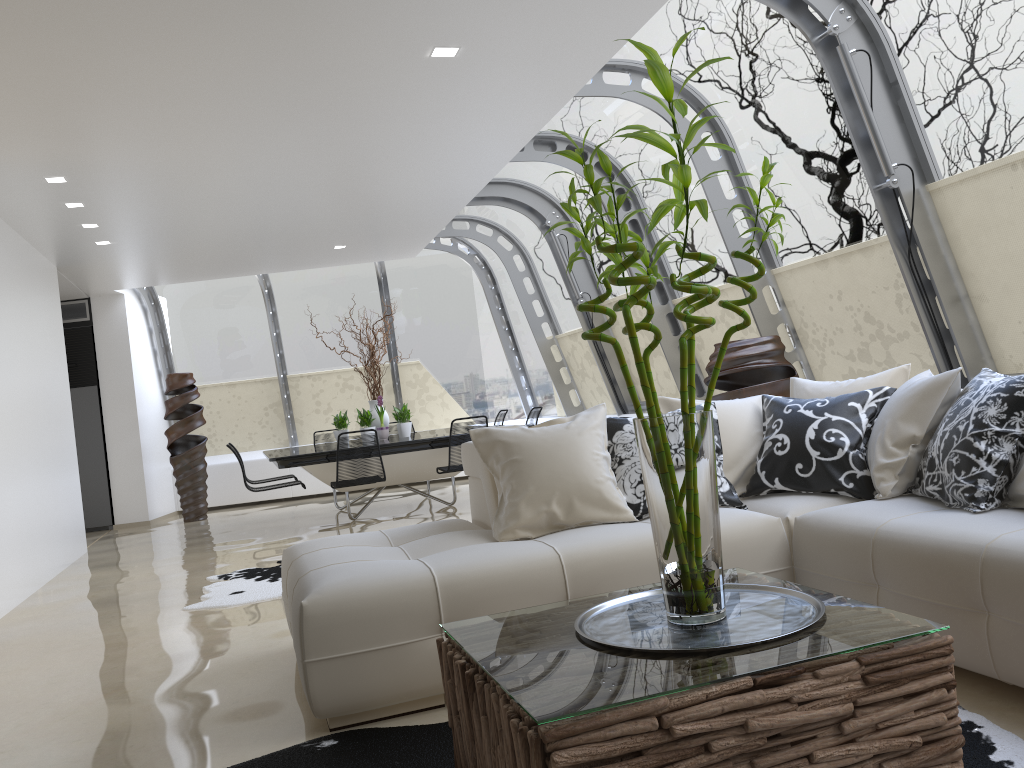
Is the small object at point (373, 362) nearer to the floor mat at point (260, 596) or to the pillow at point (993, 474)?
the floor mat at point (260, 596)

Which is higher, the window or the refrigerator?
the window

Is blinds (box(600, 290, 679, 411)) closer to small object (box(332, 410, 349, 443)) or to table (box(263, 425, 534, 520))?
table (box(263, 425, 534, 520))

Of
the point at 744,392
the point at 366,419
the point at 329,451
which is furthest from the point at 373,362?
the point at 744,392

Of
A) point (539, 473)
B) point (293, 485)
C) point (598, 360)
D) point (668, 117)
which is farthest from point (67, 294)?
point (539, 473)

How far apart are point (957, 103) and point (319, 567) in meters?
3.9

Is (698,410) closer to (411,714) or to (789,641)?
(789,641)

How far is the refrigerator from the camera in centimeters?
1098cm

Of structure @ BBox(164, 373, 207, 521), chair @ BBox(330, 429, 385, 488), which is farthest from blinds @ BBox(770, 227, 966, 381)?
structure @ BBox(164, 373, 207, 521)

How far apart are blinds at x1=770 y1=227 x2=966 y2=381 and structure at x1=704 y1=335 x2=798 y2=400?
0.58m
